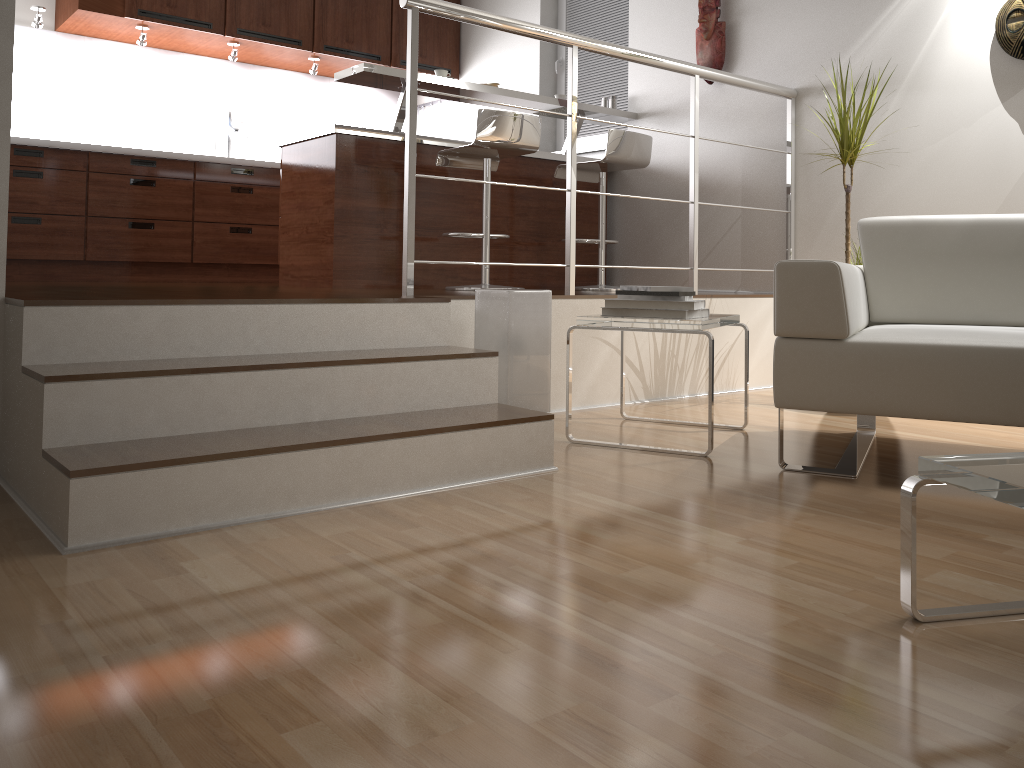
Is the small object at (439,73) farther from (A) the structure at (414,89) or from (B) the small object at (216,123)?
(B) the small object at (216,123)

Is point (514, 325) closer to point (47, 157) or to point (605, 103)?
point (605, 103)

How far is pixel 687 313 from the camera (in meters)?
2.70

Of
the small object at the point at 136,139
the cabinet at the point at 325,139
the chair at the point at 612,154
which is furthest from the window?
the small object at the point at 136,139

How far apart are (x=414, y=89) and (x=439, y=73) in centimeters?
149cm

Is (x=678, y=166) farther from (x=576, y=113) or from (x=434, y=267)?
(x=576, y=113)

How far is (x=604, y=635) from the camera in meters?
1.4

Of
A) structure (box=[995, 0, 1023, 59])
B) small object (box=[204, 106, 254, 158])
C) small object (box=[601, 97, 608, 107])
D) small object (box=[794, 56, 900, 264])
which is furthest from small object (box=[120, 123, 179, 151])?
structure (box=[995, 0, 1023, 59])

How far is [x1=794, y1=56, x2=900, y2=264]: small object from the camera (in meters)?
3.49

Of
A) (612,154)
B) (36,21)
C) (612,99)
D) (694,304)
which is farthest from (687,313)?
(36,21)
